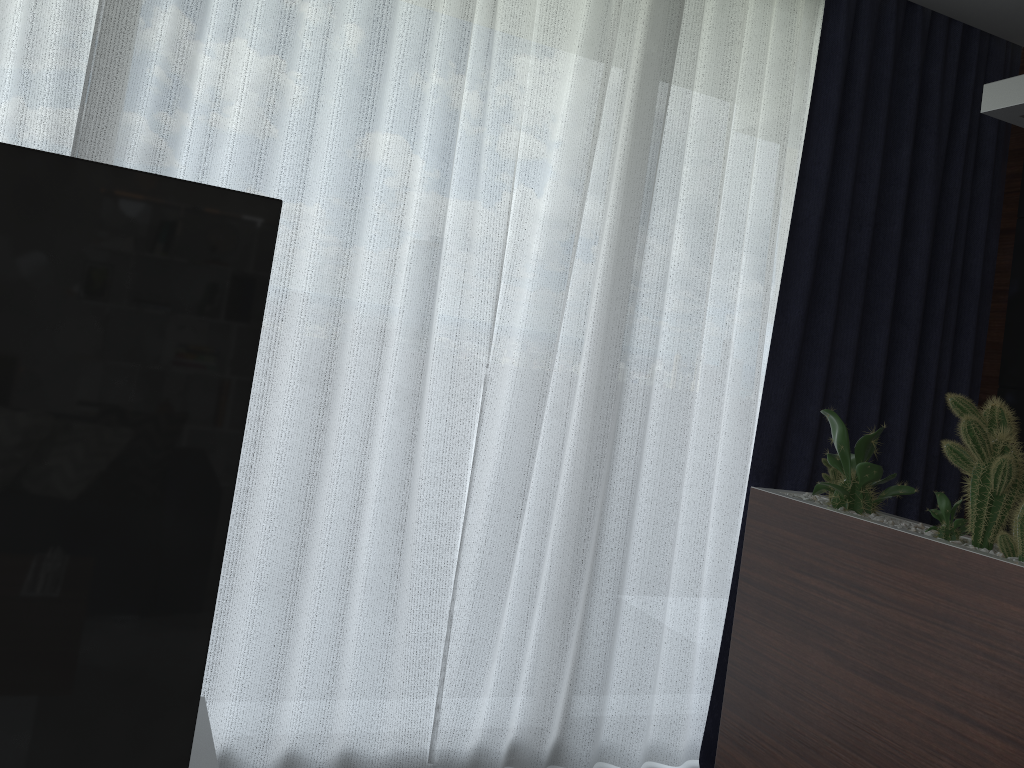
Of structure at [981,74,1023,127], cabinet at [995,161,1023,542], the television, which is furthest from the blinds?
the television

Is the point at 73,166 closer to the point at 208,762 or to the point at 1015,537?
the point at 208,762

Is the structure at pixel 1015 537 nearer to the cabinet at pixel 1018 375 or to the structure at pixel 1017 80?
the structure at pixel 1017 80

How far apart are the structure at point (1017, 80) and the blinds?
1.0m

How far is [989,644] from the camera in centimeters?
140cm

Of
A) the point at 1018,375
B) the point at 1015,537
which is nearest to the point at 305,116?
the point at 1015,537

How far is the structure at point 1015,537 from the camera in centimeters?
146cm

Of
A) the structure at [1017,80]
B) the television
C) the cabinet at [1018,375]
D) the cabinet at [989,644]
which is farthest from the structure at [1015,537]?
the cabinet at [1018,375]

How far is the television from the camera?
0.84m

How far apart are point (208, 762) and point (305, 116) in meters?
1.5 m
